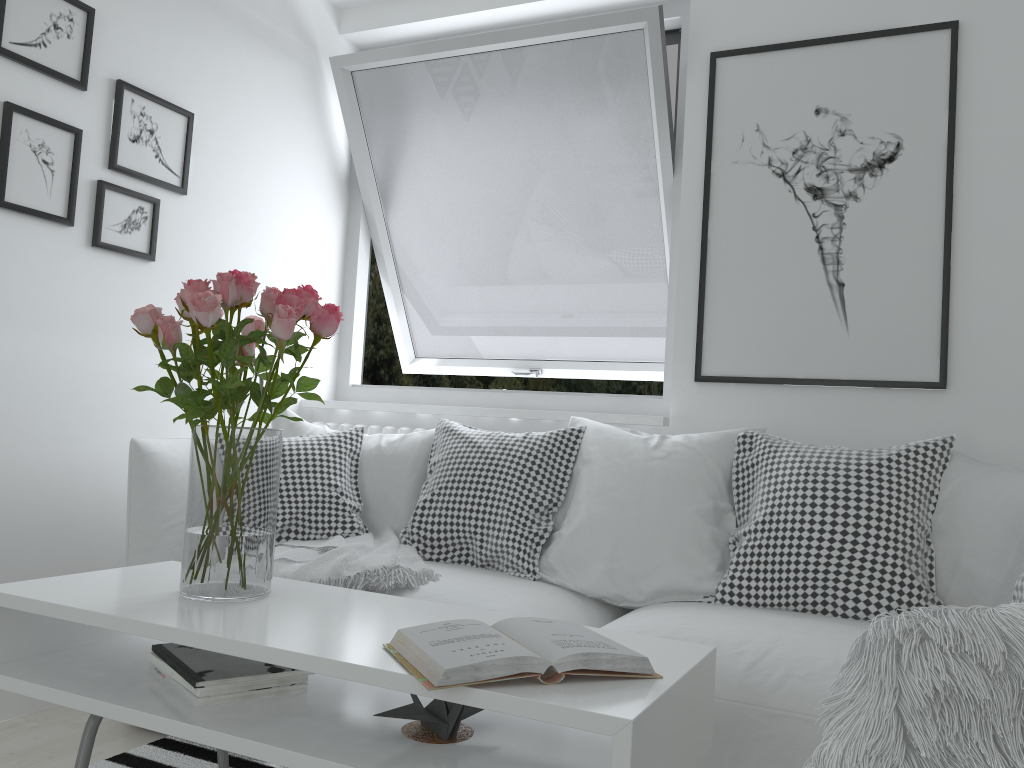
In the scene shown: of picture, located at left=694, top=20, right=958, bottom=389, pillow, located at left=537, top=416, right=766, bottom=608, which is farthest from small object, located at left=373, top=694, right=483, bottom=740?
picture, located at left=694, top=20, right=958, bottom=389

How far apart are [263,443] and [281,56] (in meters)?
2.14

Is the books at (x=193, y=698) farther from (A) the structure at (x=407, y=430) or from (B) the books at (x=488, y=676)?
(A) the structure at (x=407, y=430)

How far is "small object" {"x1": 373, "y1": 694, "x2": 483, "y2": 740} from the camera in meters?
1.3

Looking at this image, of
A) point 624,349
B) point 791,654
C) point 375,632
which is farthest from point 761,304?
point 375,632

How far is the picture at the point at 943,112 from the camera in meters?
2.6 m

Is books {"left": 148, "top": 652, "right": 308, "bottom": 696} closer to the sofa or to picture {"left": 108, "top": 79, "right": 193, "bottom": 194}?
the sofa

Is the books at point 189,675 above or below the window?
below

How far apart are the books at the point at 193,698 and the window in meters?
1.8

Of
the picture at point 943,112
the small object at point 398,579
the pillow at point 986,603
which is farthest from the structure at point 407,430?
the pillow at point 986,603
